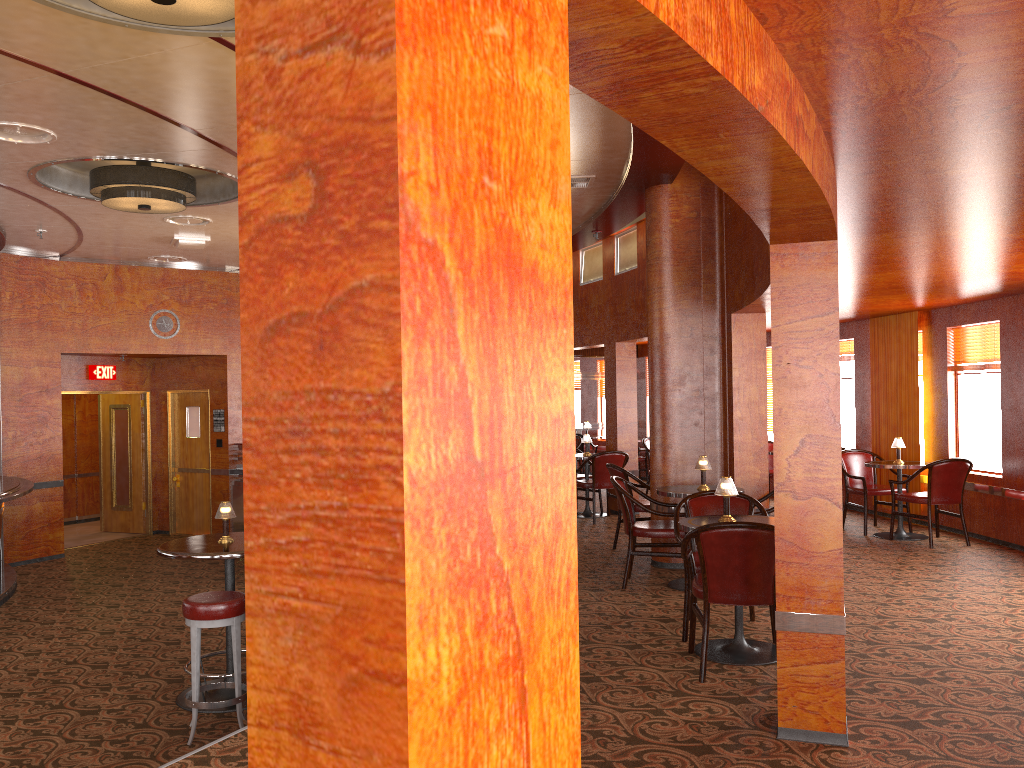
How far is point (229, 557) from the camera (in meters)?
5.15

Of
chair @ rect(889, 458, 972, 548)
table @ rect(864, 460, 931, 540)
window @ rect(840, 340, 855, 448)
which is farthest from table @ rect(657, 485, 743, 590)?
window @ rect(840, 340, 855, 448)

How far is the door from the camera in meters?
12.4

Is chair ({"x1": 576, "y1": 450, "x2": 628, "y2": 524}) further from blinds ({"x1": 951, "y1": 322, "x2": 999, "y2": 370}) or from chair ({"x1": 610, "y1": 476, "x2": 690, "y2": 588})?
blinds ({"x1": 951, "y1": 322, "x2": 999, "y2": 370})

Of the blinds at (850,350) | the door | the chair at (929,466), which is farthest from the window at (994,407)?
the door

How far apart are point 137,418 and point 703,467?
8.8m

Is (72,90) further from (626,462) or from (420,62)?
(626,462)

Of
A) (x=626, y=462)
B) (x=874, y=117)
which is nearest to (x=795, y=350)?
(x=874, y=117)

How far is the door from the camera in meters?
12.4 m

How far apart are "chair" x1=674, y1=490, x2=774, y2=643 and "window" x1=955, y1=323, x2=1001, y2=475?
4.0m
